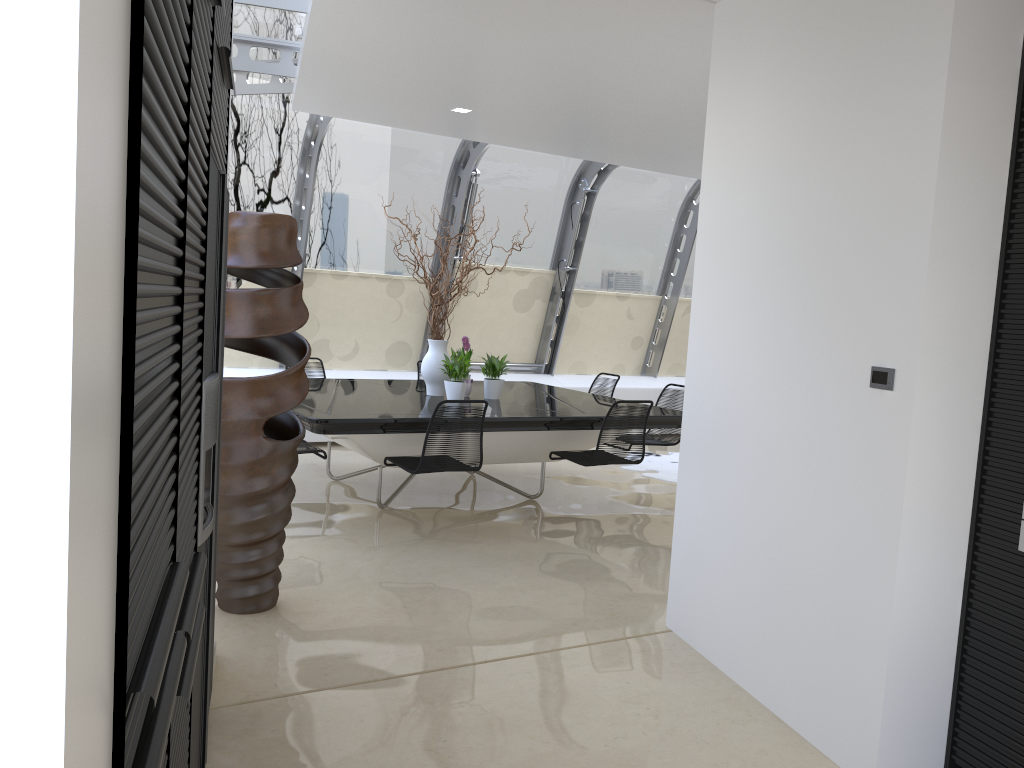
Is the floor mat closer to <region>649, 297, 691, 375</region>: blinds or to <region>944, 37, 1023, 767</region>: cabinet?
<region>649, 297, 691, 375</region>: blinds

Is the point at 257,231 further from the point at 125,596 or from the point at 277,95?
the point at 277,95

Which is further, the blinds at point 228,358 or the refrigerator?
the blinds at point 228,358

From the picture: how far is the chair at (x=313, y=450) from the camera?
5.80m

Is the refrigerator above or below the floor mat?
above

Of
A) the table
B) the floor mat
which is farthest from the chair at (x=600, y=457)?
the floor mat

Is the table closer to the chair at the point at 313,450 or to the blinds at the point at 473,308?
the chair at the point at 313,450

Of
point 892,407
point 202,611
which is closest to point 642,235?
point 892,407

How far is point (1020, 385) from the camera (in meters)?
2.69

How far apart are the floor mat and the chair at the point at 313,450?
3.5m
